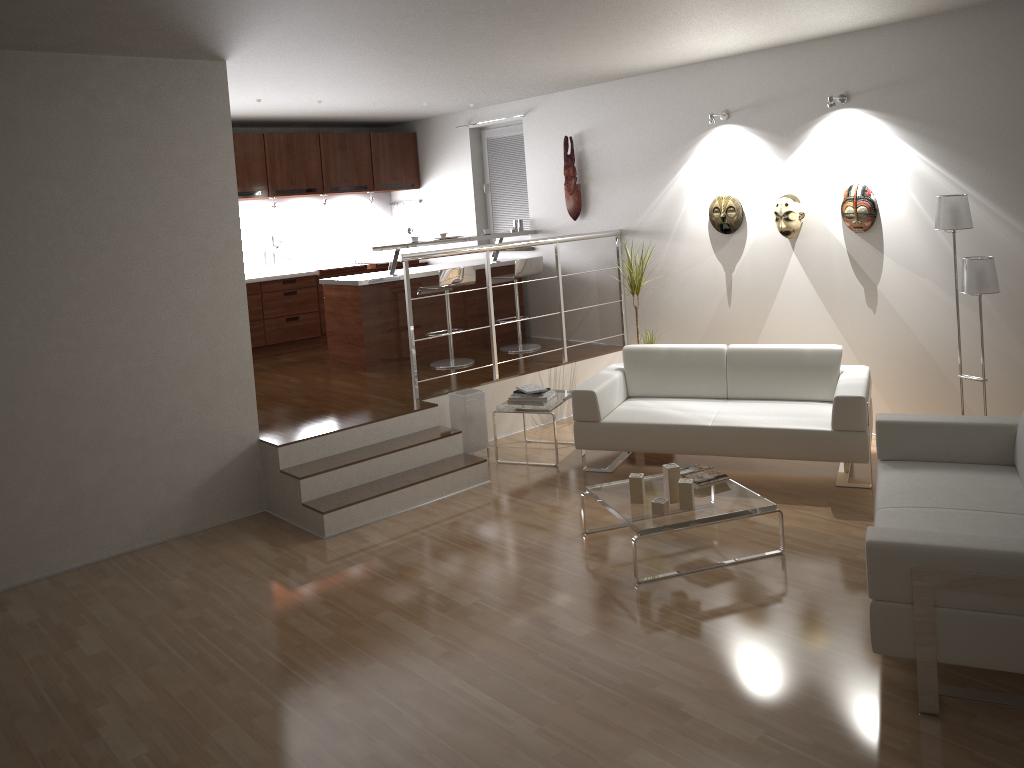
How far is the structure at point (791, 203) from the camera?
6.2m

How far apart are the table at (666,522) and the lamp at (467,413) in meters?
1.7

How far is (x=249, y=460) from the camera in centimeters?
557cm

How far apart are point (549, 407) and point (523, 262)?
2.1m

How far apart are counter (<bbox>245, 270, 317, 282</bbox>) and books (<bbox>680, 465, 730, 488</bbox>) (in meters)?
5.26

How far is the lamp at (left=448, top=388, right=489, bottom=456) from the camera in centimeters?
628cm

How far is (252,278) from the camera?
8.5 meters

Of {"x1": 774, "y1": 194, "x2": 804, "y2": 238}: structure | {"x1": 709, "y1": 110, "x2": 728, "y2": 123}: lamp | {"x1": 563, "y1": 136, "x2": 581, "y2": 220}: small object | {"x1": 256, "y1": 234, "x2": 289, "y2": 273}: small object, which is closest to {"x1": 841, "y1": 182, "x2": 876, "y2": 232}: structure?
{"x1": 774, "y1": 194, "x2": 804, "y2": 238}: structure

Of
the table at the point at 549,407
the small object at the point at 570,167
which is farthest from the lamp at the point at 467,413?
the small object at the point at 570,167

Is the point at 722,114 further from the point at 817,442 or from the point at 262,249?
the point at 262,249
